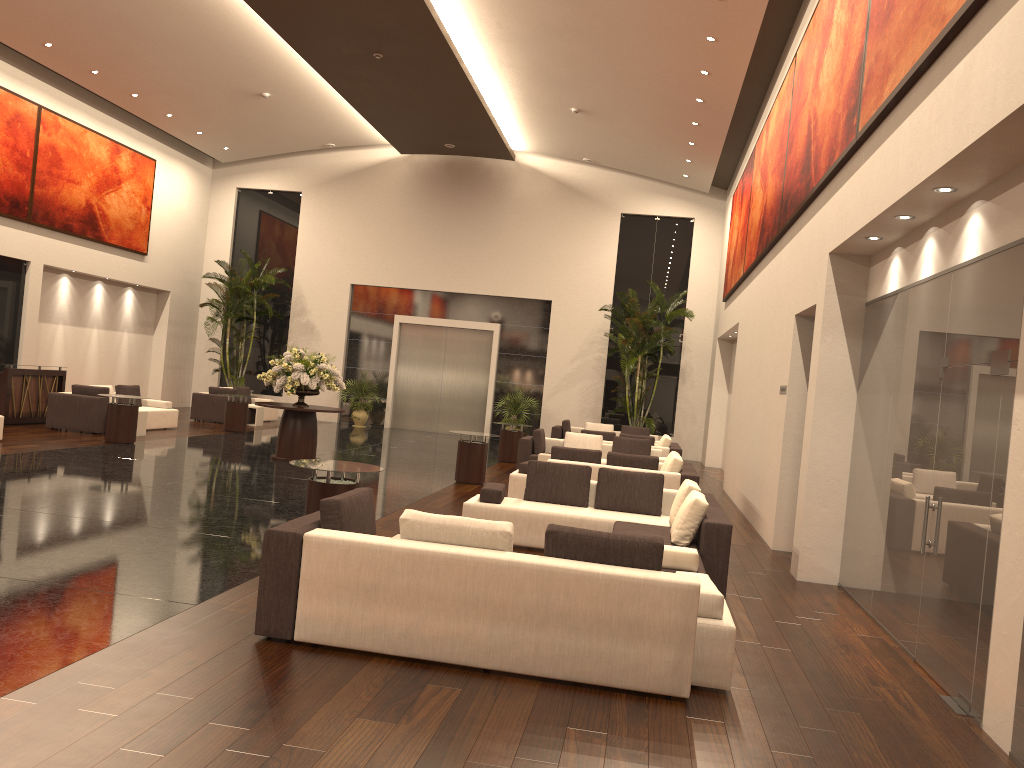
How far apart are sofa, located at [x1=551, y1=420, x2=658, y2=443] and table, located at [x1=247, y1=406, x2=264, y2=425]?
7.2m

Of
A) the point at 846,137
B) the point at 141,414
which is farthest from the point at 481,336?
the point at 846,137

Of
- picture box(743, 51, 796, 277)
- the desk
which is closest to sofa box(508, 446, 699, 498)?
picture box(743, 51, 796, 277)

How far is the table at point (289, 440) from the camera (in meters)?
14.78

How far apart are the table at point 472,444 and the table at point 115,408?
5.72m

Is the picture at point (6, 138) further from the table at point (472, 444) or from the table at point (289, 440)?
the table at point (472, 444)

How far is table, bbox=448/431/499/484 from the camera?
14.0m

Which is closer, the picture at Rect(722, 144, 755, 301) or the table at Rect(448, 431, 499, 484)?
the table at Rect(448, 431, 499, 484)

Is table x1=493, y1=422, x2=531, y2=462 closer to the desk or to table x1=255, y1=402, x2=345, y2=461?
table x1=255, y1=402, x2=345, y2=461

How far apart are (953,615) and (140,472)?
10.0m
